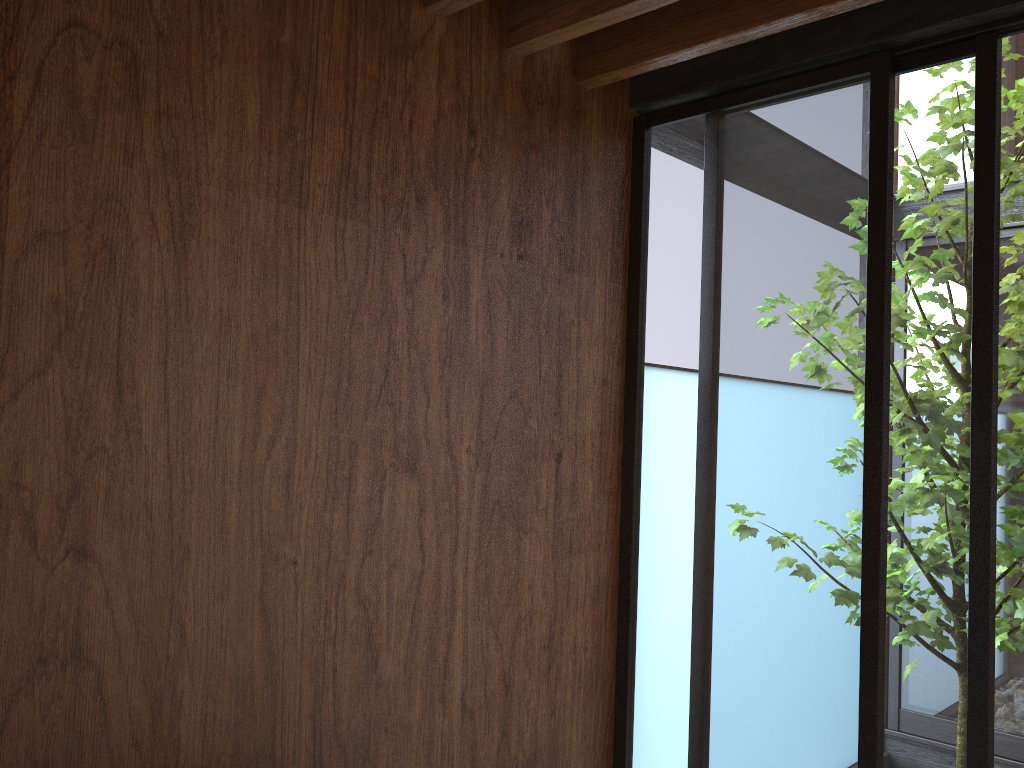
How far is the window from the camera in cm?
204

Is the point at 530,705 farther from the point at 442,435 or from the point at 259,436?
the point at 259,436

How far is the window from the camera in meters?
2.0

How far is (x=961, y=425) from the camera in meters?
2.0
